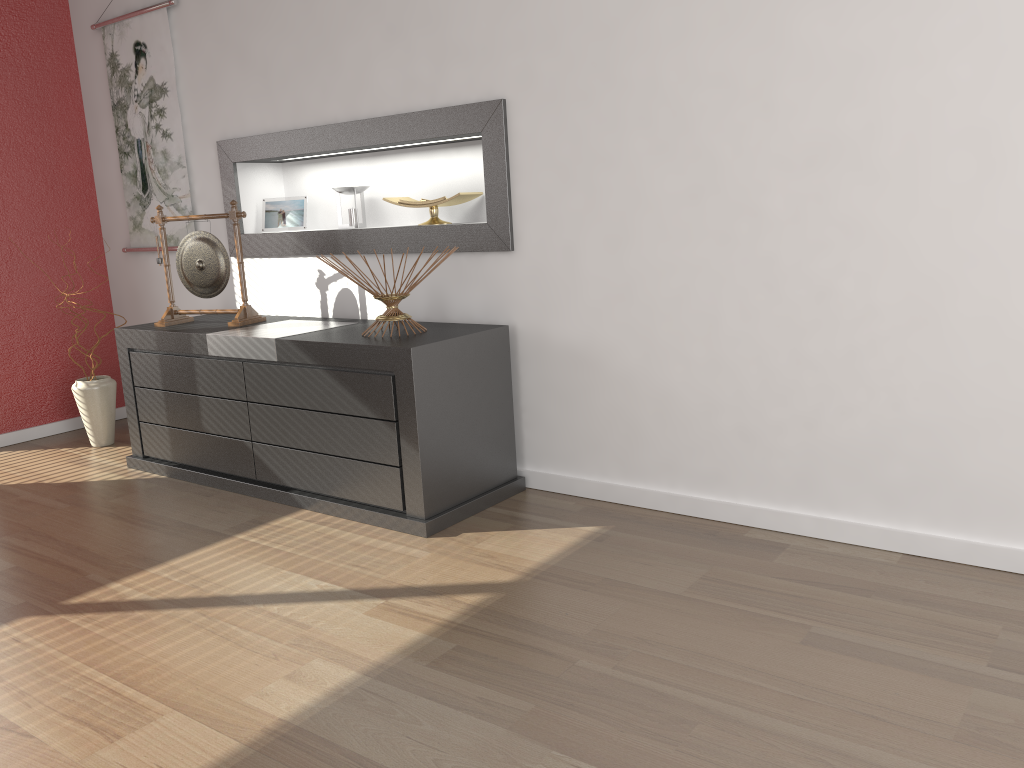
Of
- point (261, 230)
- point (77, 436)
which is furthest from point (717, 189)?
point (77, 436)

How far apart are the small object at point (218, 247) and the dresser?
0.05m

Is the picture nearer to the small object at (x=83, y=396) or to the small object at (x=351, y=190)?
the small object at (x=83, y=396)

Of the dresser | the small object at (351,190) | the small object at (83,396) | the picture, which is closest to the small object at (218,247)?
the dresser

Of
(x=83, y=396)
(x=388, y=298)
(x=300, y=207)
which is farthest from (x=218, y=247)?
(x=83, y=396)

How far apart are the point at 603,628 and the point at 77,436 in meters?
3.4 m

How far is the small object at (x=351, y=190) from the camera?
3.7 meters

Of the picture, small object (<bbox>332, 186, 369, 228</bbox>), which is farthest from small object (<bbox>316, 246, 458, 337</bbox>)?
the picture

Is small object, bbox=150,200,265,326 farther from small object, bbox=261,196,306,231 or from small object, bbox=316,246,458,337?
small object, bbox=316,246,458,337

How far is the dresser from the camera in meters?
Result: 2.8 m
